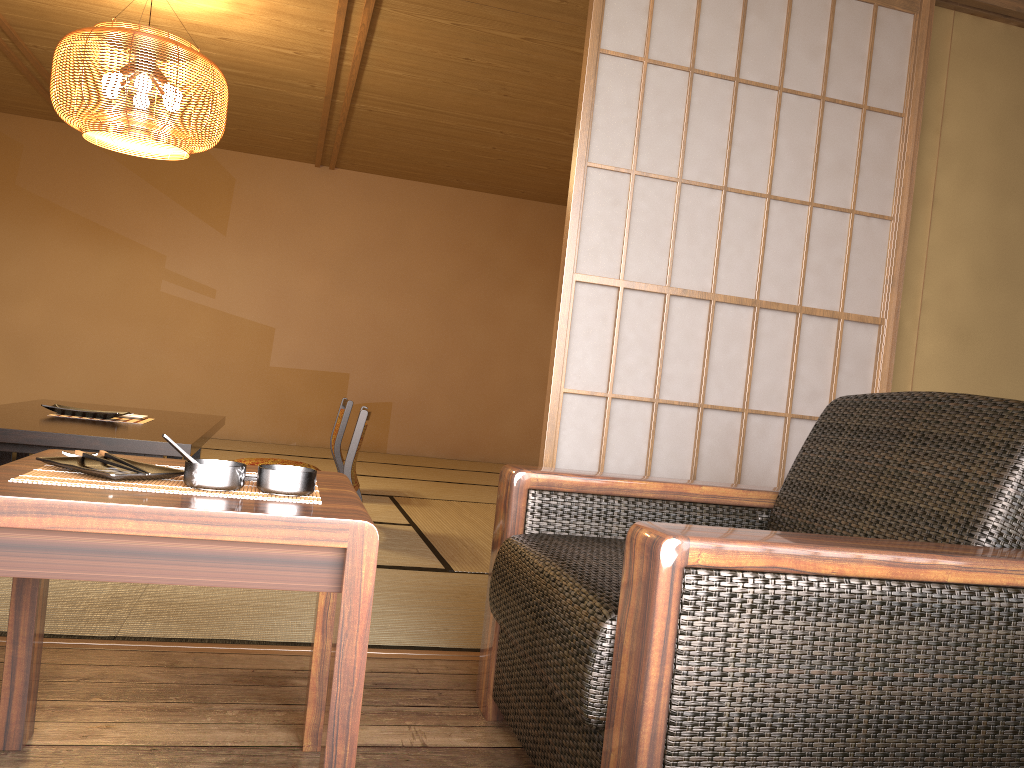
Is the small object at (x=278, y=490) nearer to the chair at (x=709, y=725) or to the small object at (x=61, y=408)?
the chair at (x=709, y=725)

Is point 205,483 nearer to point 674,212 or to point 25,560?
point 25,560

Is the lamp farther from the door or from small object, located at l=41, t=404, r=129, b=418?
the door

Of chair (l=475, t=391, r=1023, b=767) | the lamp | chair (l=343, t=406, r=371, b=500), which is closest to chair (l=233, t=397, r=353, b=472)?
chair (l=343, t=406, r=371, b=500)

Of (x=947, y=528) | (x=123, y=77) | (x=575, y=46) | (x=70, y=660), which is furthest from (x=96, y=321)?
(x=947, y=528)

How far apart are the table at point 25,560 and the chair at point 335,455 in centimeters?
319cm

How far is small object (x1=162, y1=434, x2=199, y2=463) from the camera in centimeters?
122cm

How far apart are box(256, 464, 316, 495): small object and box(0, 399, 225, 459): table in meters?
3.3 m

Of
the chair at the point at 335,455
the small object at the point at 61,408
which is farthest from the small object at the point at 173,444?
the chair at the point at 335,455

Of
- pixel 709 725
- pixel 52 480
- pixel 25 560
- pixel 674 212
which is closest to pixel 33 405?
pixel 674 212
